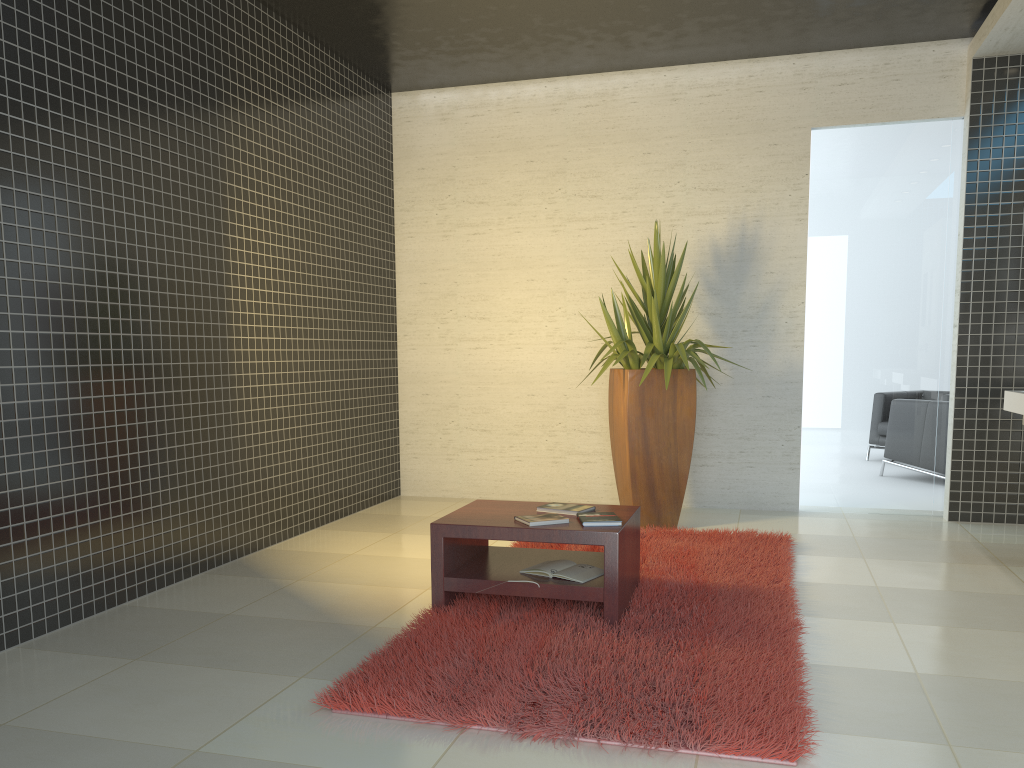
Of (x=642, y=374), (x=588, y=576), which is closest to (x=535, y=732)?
(x=588, y=576)

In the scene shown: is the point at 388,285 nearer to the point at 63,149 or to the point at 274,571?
the point at 274,571

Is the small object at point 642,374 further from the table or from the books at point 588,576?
the books at point 588,576

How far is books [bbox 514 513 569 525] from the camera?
3.81m

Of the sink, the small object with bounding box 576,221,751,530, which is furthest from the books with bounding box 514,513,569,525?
the sink

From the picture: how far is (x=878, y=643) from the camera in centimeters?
361cm

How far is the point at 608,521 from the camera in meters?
3.8 m

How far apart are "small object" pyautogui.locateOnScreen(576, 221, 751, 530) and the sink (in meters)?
1.77

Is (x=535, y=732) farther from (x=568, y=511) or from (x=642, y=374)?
(x=642, y=374)

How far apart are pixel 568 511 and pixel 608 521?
0.3 meters
